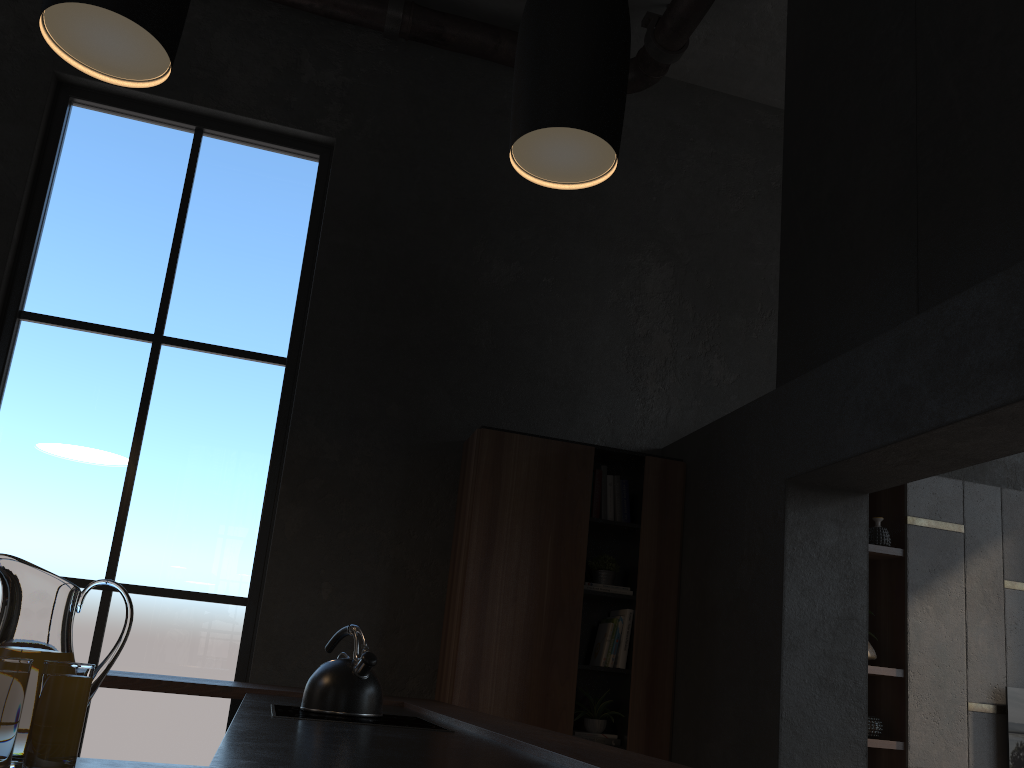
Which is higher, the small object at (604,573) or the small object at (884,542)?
the small object at (884,542)

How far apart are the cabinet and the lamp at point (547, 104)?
3.24m

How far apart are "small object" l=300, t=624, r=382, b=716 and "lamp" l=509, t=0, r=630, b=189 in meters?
1.8 m

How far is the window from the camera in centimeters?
431cm

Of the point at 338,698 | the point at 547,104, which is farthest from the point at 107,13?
the point at 338,698

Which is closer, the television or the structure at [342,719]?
the structure at [342,719]

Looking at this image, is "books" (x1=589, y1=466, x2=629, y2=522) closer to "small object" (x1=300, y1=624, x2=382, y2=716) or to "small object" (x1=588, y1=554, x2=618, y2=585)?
"small object" (x1=588, y1=554, x2=618, y2=585)

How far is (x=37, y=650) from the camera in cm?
107

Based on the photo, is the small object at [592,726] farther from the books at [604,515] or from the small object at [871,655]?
the small object at [871,655]

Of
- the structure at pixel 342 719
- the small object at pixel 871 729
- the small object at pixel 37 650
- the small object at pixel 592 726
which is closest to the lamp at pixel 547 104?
the small object at pixel 37 650
